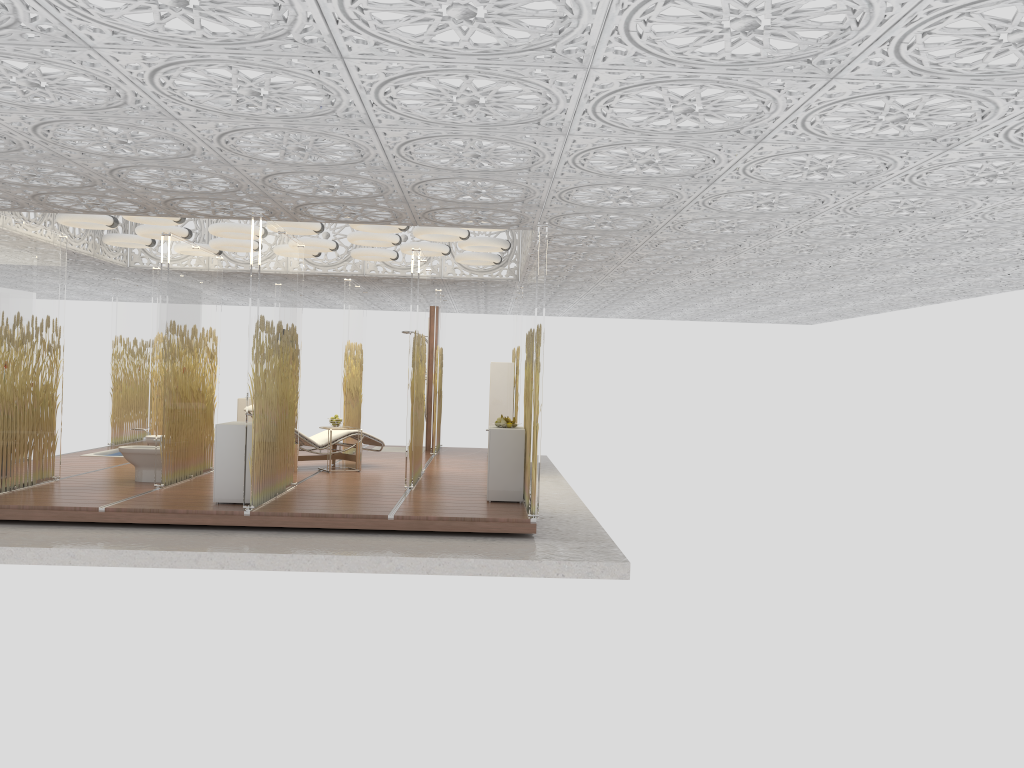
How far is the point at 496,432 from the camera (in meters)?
8.77

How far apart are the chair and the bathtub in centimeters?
346cm

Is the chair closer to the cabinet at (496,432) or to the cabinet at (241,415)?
the cabinet at (241,415)

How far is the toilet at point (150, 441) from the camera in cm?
1022

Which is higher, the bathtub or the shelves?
the shelves

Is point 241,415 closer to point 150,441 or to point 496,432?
point 150,441

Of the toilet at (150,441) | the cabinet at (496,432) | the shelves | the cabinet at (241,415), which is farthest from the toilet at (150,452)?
the shelves

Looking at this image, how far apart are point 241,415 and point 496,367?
4.2m

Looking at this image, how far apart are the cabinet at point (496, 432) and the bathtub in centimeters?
692cm

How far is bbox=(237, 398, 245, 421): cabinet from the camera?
13.9m
